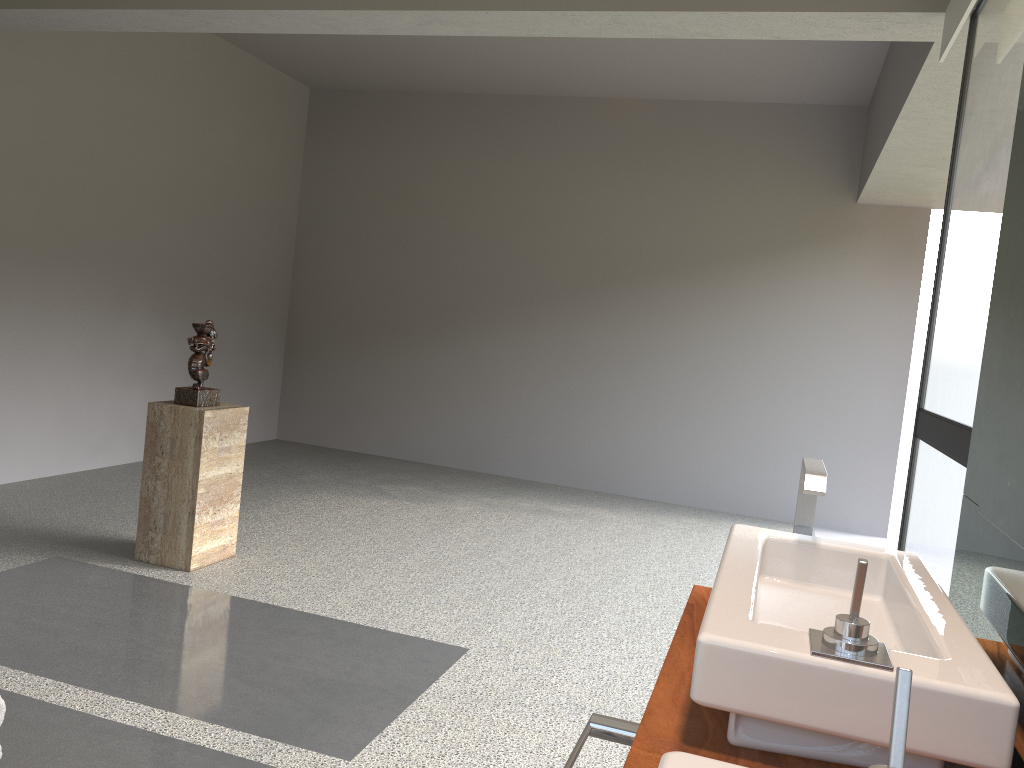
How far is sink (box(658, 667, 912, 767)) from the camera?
0.7m

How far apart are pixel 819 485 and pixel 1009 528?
0.44m

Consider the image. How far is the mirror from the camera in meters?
1.2

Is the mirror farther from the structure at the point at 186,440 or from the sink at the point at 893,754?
the structure at the point at 186,440

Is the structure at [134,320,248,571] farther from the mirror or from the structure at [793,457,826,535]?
the mirror

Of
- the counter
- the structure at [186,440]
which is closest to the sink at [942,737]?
the counter

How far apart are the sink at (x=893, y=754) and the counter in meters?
0.3

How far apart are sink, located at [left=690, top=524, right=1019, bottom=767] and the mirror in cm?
6

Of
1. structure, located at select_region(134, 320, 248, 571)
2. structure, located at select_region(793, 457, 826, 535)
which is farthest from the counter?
structure, located at select_region(134, 320, 248, 571)

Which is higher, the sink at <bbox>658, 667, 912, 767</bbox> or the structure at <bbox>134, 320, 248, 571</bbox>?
the sink at <bbox>658, 667, 912, 767</bbox>
